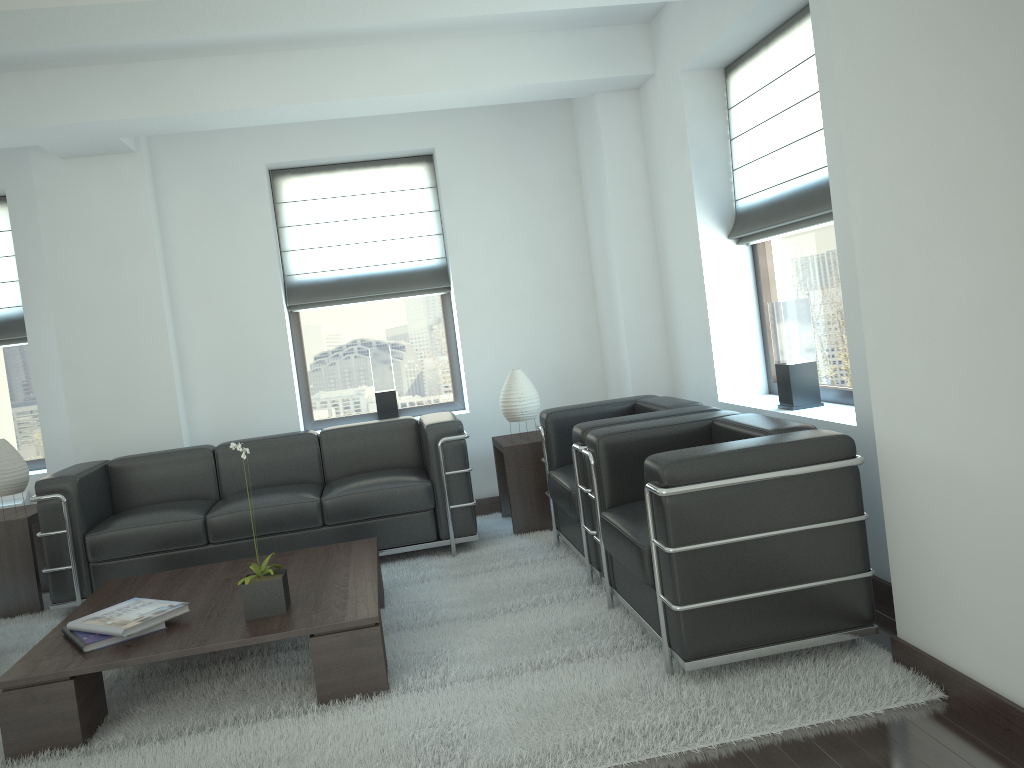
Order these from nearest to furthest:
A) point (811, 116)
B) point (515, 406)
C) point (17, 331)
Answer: point (811, 116) < point (515, 406) < point (17, 331)

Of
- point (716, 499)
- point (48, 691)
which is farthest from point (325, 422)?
point (716, 499)

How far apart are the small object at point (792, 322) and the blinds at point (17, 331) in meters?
7.0

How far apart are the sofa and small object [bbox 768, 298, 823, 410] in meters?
2.6

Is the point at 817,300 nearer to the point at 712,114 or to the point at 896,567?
the point at 712,114

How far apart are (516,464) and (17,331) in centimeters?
509cm

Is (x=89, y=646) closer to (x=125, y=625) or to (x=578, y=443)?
(x=125, y=625)

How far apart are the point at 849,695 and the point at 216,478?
5.7m

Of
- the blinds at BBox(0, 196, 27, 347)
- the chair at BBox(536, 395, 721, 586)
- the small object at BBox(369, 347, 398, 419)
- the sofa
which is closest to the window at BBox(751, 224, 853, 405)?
the chair at BBox(536, 395, 721, 586)

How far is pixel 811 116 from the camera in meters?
6.0
